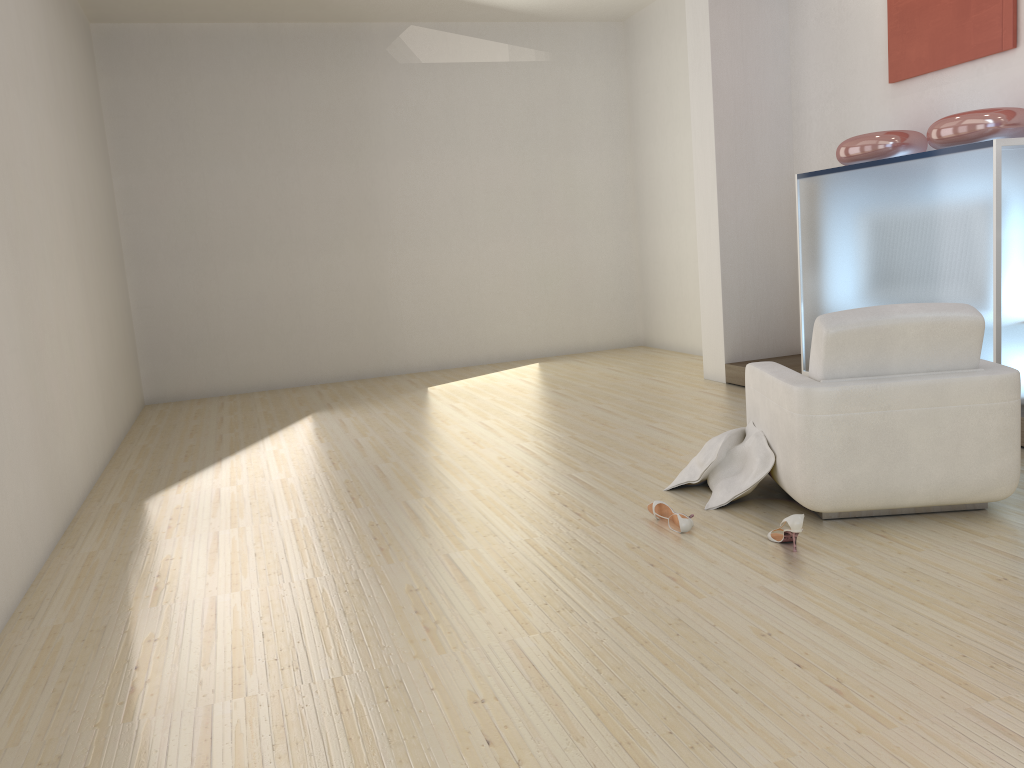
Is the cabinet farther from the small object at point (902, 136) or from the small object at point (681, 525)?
the small object at point (681, 525)

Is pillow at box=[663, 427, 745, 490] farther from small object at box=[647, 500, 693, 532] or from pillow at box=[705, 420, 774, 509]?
small object at box=[647, 500, 693, 532]

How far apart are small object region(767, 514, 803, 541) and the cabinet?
2.0m

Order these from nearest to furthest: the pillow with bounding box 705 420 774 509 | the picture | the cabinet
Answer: the pillow with bounding box 705 420 774 509 → the cabinet → the picture

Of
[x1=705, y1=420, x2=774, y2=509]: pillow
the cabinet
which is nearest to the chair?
[x1=705, y1=420, x2=774, y2=509]: pillow

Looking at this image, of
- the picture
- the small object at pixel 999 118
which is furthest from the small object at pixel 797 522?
the picture

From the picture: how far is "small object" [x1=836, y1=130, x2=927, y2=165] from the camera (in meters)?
5.46

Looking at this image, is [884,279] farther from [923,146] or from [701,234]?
[701,234]

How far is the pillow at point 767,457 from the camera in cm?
390

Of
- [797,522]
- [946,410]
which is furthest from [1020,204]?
[797,522]
